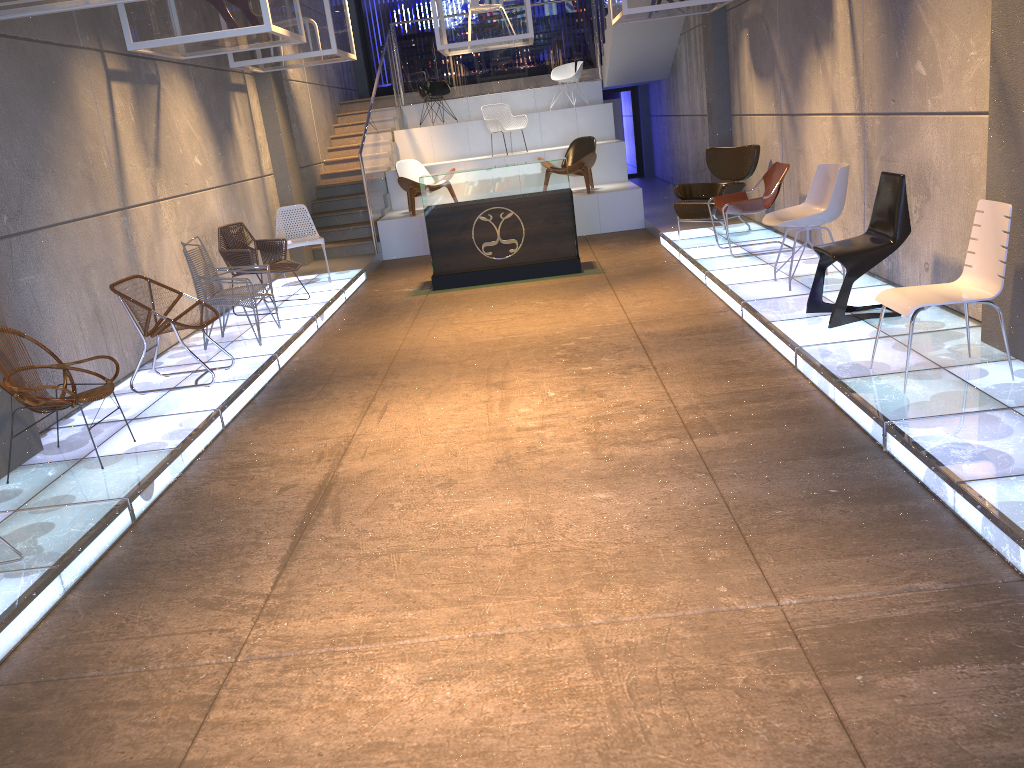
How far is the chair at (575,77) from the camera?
15.4m

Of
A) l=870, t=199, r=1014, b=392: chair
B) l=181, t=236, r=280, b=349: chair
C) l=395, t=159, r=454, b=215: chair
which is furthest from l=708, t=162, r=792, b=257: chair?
l=395, t=159, r=454, b=215: chair

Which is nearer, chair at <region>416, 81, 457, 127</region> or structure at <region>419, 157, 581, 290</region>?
structure at <region>419, 157, 581, 290</region>

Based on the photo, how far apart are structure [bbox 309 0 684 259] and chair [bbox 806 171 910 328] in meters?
7.3

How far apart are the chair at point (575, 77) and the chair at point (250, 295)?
9.4 meters

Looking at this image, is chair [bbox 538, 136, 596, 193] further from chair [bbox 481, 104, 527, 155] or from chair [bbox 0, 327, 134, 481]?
chair [bbox 0, 327, 134, 481]

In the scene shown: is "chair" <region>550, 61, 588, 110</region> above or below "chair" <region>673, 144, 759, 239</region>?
above

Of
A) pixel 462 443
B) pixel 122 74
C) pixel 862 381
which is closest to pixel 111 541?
pixel 462 443

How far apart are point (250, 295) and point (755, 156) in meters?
5.7 m

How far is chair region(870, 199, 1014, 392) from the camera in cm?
434
